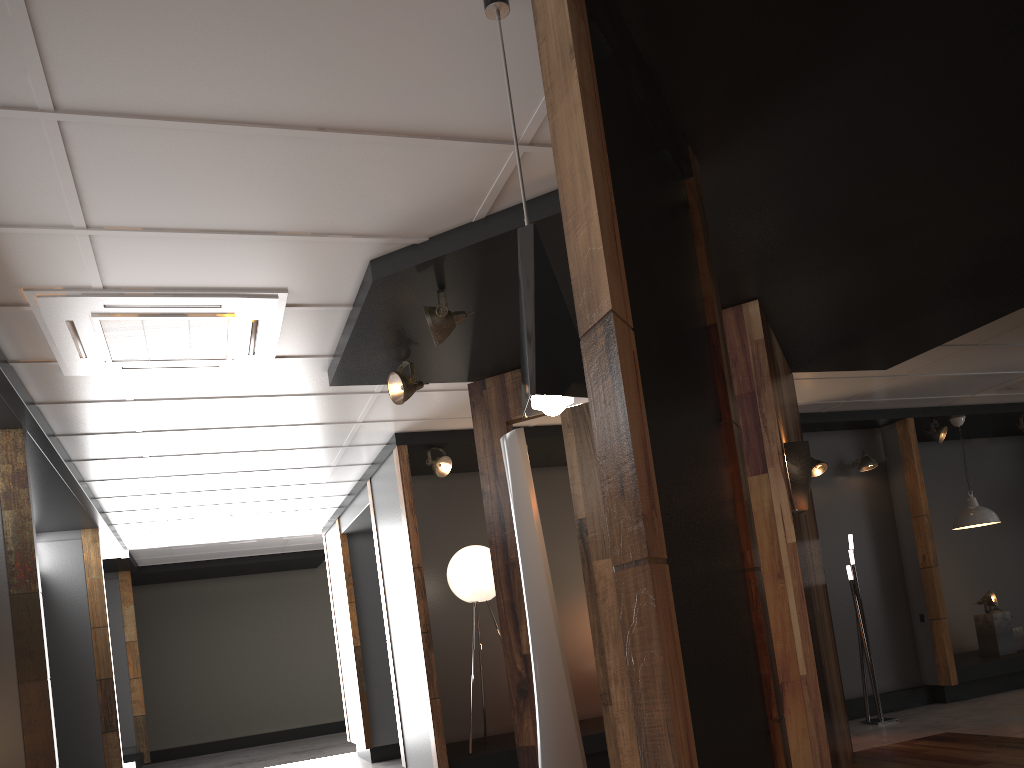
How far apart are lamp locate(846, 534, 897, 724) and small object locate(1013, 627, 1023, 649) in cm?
270

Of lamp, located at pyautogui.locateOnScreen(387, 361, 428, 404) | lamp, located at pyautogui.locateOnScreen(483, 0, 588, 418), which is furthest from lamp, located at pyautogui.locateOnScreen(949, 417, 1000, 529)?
lamp, located at pyautogui.locateOnScreen(483, 0, 588, 418)

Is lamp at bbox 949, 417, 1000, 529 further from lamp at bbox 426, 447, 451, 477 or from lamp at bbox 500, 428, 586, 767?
lamp at bbox 500, 428, 586, 767

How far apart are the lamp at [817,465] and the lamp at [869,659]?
1.0 meters

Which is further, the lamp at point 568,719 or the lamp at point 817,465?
the lamp at point 817,465

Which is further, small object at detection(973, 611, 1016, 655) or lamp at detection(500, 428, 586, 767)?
small object at detection(973, 611, 1016, 655)

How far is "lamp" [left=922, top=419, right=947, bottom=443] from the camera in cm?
897

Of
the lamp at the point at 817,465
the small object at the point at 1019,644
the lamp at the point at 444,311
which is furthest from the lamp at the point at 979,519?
the lamp at the point at 444,311

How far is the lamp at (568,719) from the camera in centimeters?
262cm

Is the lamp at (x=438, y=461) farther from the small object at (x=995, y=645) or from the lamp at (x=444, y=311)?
the small object at (x=995, y=645)
